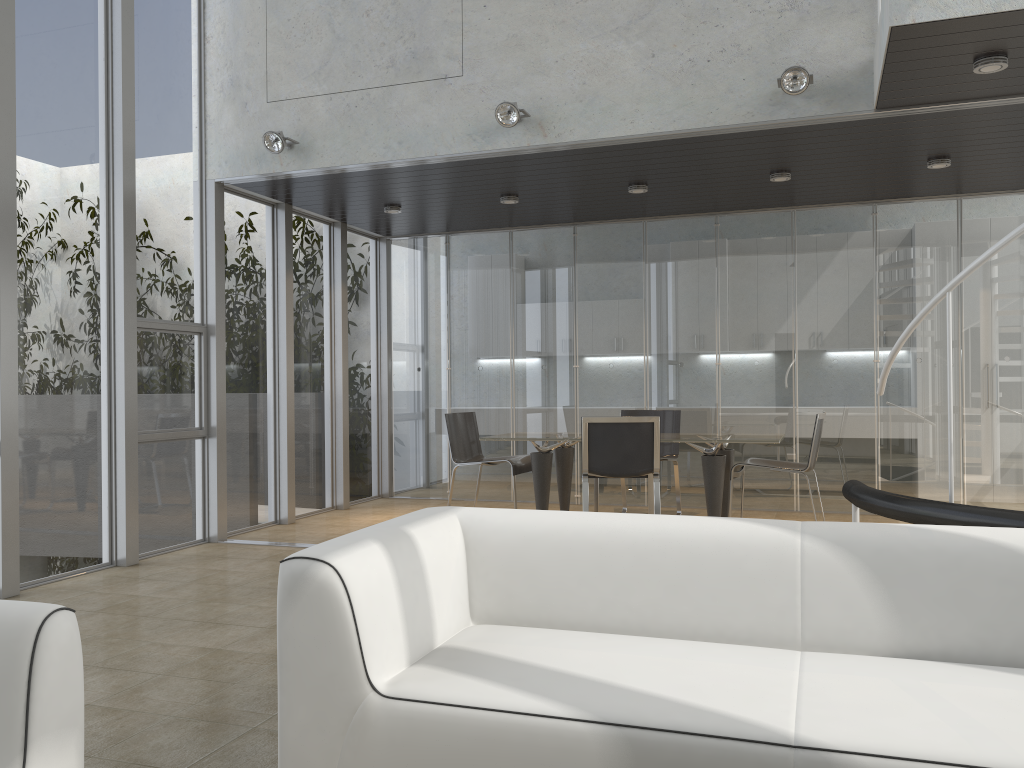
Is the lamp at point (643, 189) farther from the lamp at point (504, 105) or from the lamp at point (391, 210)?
the lamp at point (391, 210)

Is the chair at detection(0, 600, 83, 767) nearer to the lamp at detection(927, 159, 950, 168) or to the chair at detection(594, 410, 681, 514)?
the chair at detection(594, 410, 681, 514)

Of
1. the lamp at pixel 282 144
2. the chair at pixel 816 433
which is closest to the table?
the chair at pixel 816 433

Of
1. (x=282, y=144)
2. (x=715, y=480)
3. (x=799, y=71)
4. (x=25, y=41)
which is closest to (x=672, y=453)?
(x=715, y=480)

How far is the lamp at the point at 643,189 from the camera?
6.9m

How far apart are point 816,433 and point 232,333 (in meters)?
4.47

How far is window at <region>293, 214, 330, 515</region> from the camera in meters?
7.8

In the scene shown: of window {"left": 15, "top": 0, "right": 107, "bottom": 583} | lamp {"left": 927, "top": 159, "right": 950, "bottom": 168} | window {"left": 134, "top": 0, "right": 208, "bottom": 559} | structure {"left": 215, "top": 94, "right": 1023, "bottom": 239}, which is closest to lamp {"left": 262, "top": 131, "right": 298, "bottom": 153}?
structure {"left": 215, "top": 94, "right": 1023, "bottom": 239}

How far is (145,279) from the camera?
6.06m

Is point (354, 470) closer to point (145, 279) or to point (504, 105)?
point (145, 279)
